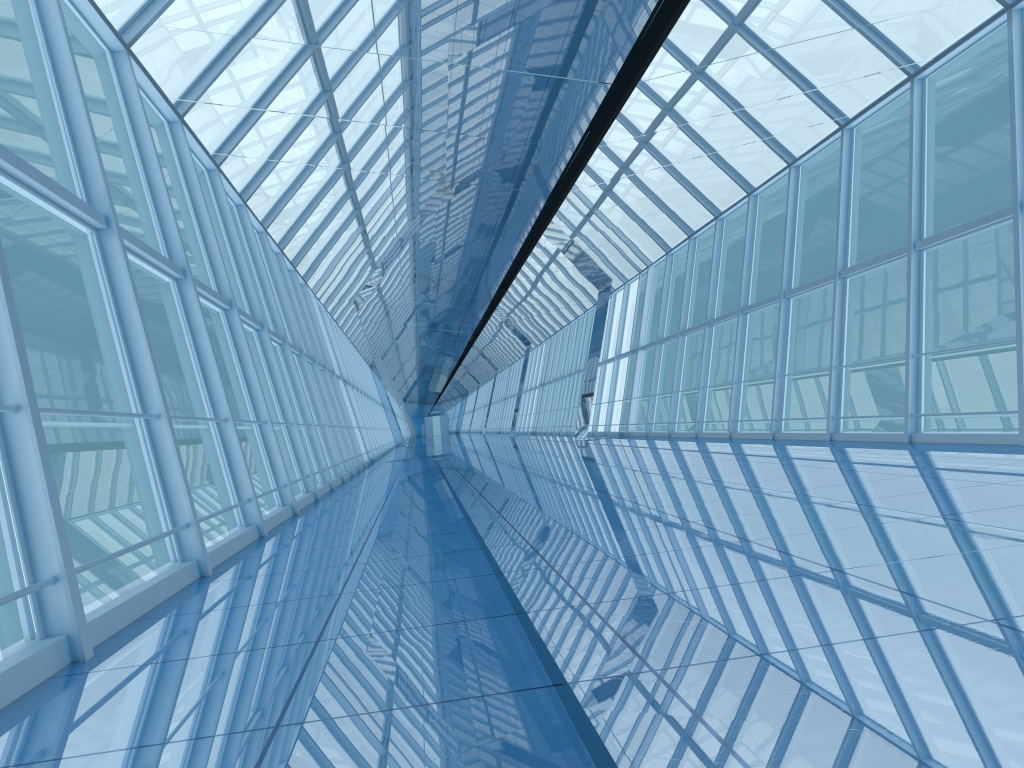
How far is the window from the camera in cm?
556

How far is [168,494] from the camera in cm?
556

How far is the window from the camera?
5.6 meters
